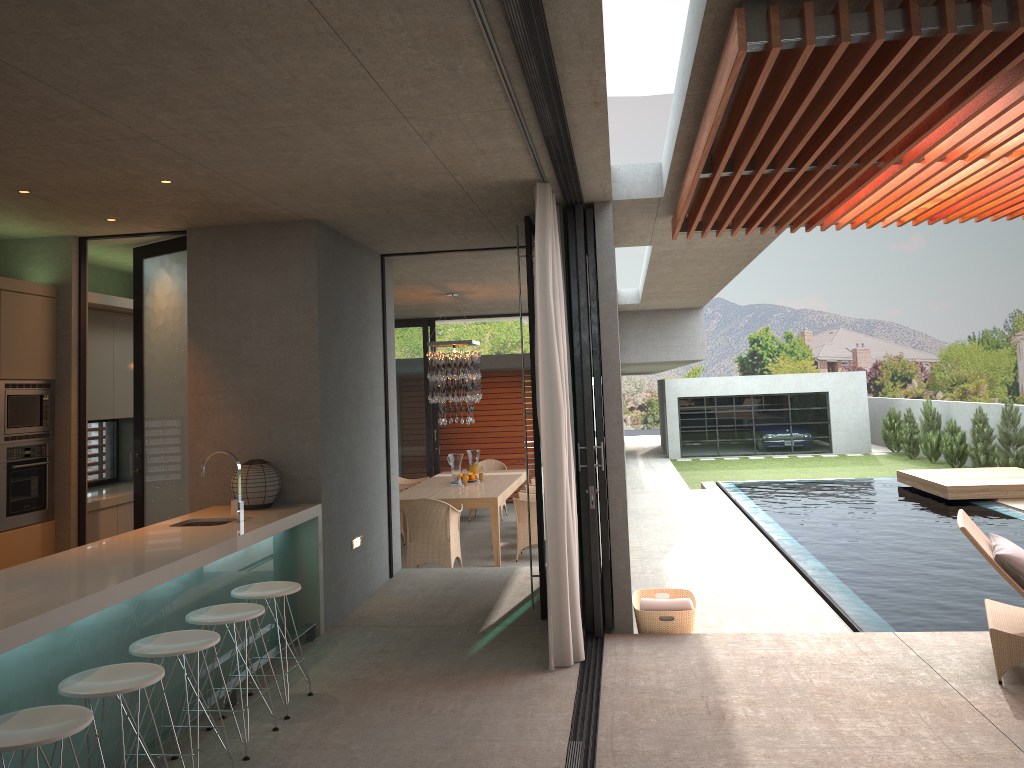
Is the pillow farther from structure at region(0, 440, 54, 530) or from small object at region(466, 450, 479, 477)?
small object at region(466, 450, 479, 477)

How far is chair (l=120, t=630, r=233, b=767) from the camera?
3.8m

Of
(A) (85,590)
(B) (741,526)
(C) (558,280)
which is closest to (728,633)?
(C) (558,280)

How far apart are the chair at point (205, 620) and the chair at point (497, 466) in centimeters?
938cm

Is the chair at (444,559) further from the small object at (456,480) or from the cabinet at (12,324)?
the small object at (456,480)

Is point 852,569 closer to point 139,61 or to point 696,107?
point 696,107

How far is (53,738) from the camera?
2.9 meters

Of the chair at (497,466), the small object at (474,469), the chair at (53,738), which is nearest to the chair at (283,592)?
the chair at (53,738)

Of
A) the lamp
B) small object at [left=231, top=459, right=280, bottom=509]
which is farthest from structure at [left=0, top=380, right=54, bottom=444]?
the lamp

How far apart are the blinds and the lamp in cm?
541
